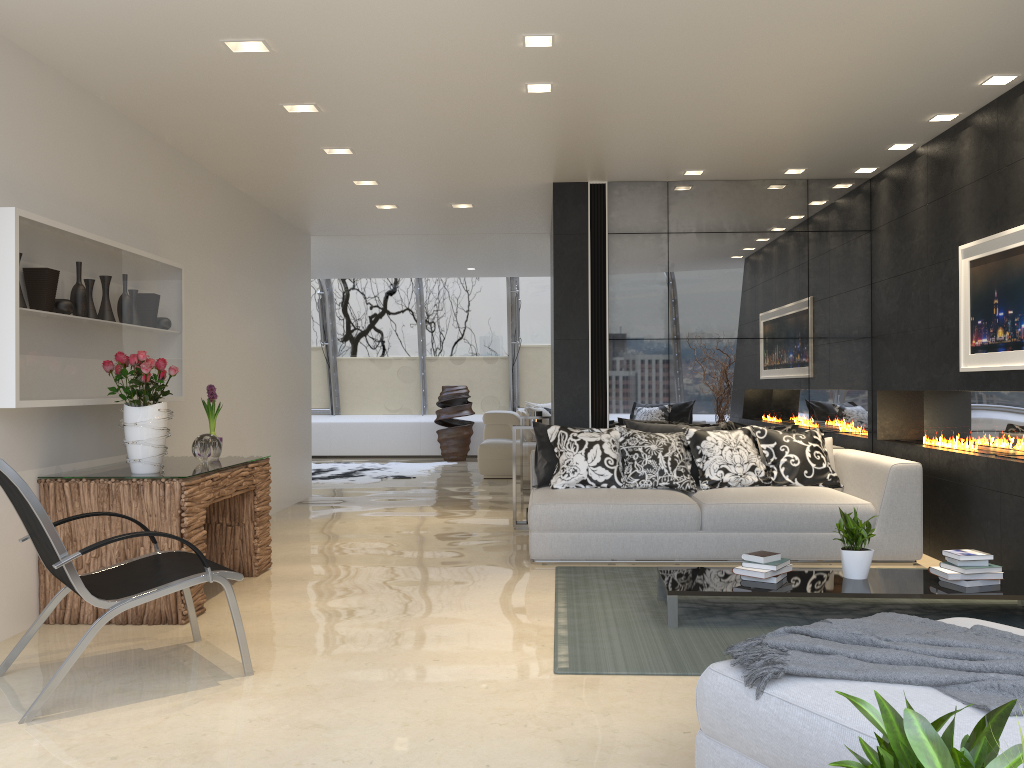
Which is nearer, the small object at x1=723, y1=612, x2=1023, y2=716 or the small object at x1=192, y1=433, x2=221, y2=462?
the small object at x1=723, y1=612, x2=1023, y2=716

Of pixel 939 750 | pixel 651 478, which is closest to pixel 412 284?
pixel 651 478

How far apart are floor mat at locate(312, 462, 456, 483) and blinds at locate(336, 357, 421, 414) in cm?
208

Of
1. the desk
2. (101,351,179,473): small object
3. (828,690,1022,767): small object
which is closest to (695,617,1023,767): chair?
(828,690,1022,767): small object

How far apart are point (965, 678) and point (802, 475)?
4.5 meters

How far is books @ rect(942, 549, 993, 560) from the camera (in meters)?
4.45

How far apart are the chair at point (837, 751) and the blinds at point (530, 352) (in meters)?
12.37

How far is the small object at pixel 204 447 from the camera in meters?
5.3 m

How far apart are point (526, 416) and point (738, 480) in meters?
3.8 m

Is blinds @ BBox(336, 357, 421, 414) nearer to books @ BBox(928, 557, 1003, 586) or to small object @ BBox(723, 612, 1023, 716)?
books @ BBox(928, 557, 1003, 586)
